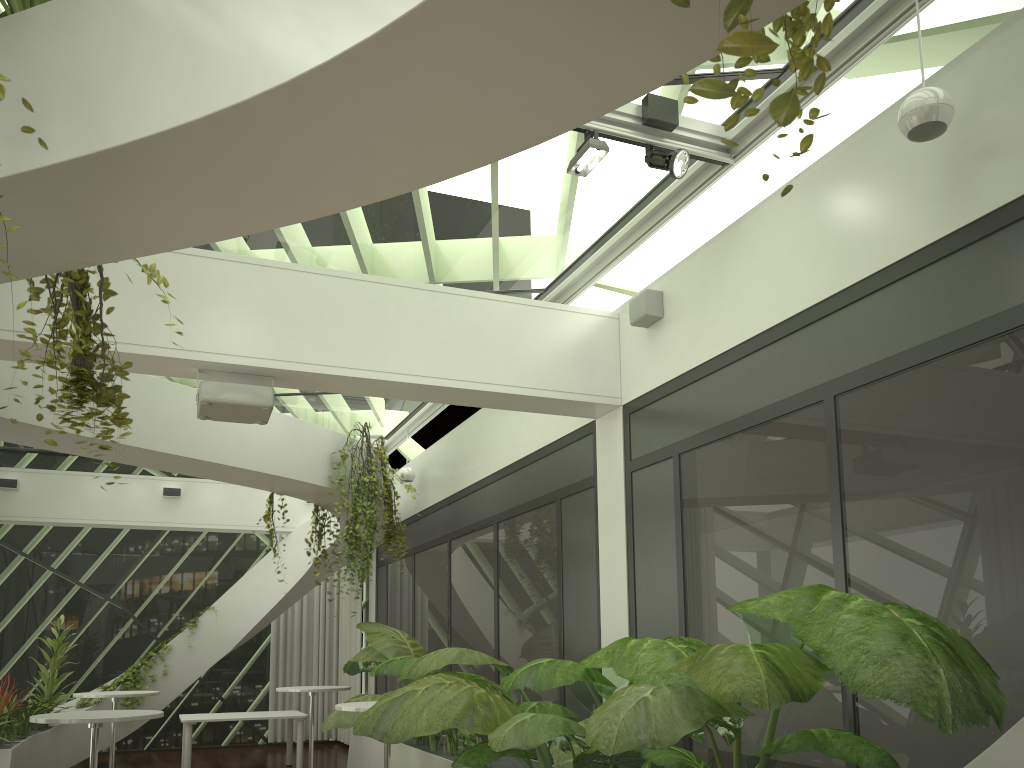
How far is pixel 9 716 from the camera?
8.6m

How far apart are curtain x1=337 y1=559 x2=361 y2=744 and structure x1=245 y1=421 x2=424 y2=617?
3.5 meters

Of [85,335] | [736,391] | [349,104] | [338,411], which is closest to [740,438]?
[736,391]

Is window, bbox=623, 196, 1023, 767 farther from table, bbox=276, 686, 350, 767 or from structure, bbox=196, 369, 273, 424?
table, bbox=276, 686, 350, 767

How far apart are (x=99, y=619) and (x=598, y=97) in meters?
13.1 m

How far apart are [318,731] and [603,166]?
10.8m

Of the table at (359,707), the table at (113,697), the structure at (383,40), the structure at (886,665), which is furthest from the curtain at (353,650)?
the table at (359,707)

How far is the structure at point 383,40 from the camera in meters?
2.3 m

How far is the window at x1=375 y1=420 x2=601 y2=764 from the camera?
6.76m

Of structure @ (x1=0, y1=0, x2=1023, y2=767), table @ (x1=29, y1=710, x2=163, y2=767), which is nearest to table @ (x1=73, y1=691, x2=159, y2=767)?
structure @ (x1=0, y1=0, x2=1023, y2=767)
